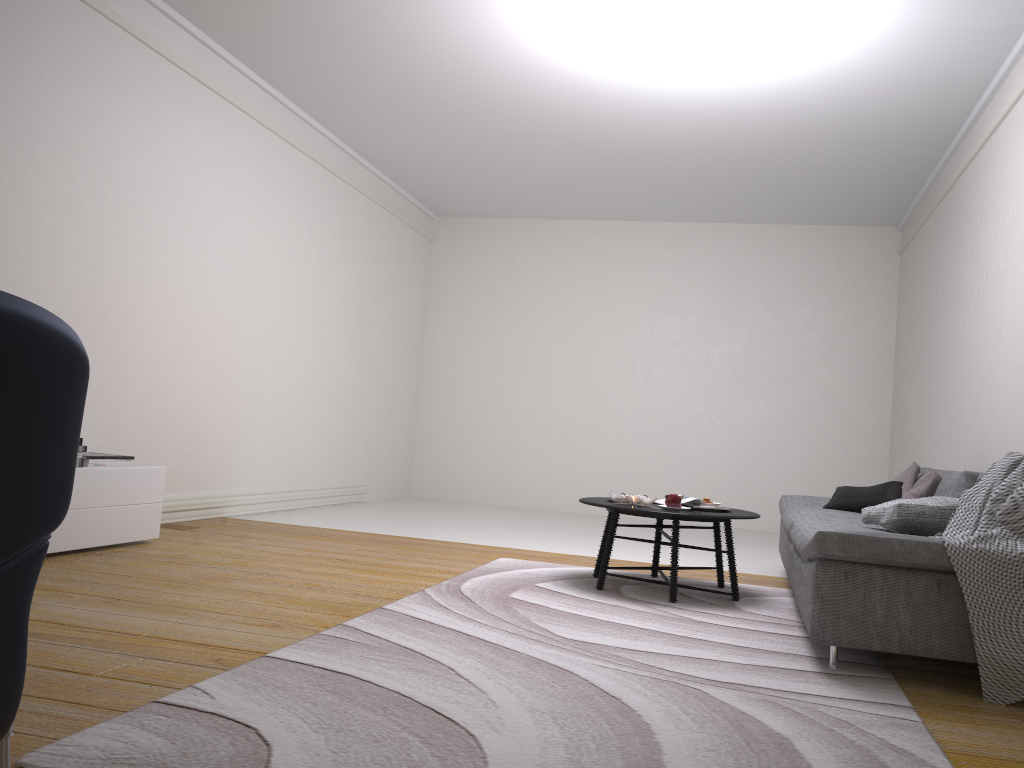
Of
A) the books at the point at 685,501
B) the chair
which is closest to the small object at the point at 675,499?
the books at the point at 685,501

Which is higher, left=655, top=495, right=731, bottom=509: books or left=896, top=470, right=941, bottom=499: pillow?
left=896, top=470, right=941, bottom=499: pillow

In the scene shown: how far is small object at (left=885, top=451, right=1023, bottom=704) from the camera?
2.8m

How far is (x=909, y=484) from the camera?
5.3 meters

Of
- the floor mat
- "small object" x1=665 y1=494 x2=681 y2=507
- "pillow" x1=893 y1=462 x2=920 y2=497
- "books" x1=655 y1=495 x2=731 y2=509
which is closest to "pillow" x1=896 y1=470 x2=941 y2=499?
"pillow" x1=893 y1=462 x2=920 y2=497

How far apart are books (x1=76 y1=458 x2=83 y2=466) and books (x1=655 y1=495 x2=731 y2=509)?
3.1m

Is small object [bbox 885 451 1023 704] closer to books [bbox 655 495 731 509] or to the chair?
books [bbox 655 495 731 509]

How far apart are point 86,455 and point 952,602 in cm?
398

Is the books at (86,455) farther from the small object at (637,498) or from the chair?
the chair

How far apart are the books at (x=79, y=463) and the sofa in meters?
3.4
